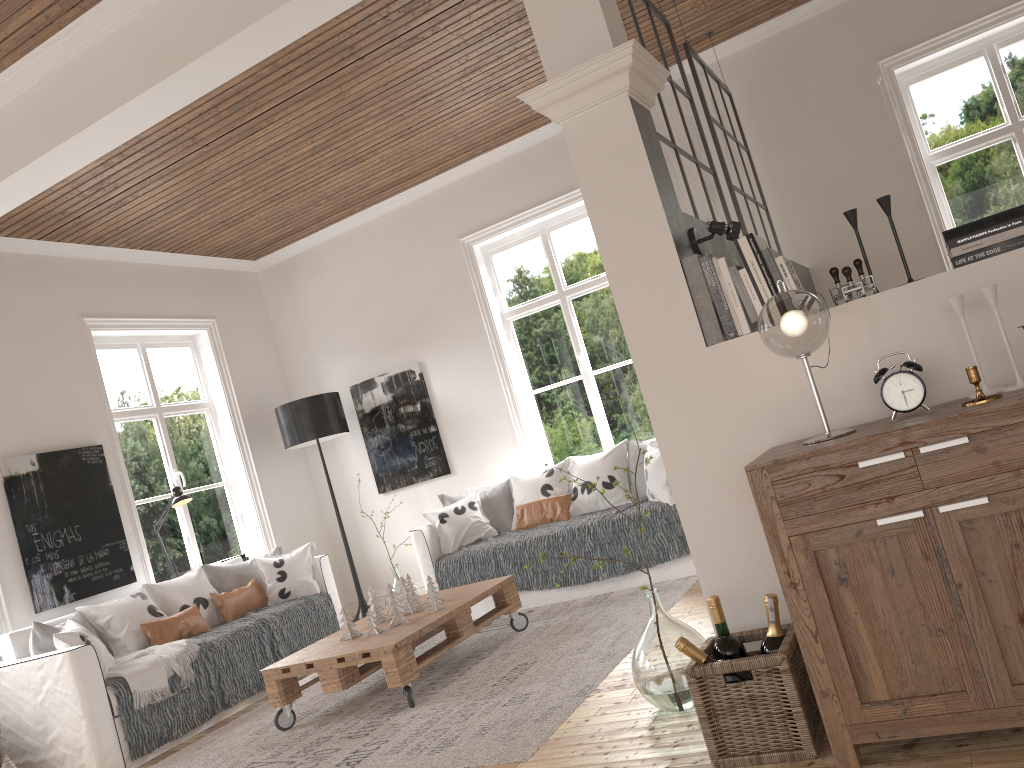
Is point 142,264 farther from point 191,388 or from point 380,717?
point 380,717

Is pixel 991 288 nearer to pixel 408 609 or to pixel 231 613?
pixel 408 609

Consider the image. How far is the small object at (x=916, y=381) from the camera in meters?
2.2

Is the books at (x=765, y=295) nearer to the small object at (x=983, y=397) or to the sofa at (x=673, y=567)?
the small object at (x=983, y=397)

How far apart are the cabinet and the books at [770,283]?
0.45m

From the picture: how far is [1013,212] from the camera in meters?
2.3

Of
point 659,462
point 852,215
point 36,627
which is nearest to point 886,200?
point 852,215

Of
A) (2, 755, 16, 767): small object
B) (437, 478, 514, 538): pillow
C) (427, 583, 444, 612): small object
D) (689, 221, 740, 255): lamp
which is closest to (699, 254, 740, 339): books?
(689, 221, 740, 255): lamp

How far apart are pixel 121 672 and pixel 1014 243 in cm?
421

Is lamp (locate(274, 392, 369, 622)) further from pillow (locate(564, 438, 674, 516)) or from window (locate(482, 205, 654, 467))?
pillow (locate(564, 438, 674, 516))
